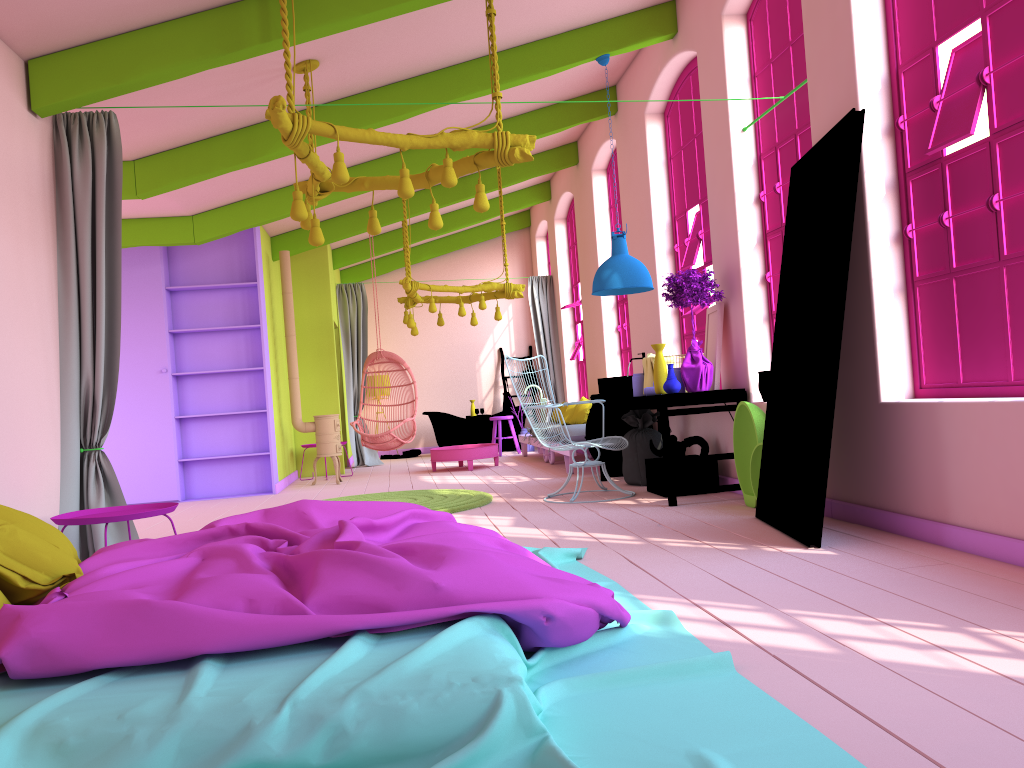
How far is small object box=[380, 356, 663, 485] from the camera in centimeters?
788cm

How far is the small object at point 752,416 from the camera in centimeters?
595cm

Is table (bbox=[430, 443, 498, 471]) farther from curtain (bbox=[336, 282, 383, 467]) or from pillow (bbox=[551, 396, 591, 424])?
curtain (bbox=[336, 282, 383, 467])

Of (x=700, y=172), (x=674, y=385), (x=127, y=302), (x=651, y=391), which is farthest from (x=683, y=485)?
(x=127, y=302)

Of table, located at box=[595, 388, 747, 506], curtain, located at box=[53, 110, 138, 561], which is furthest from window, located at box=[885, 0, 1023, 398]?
curtain, located at box=[53, 110, 138, 561]

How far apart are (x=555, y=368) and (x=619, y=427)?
5.1 meters

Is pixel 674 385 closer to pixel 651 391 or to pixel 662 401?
pixel 662 401

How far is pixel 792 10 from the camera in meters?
5.9

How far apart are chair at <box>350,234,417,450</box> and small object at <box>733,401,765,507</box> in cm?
584

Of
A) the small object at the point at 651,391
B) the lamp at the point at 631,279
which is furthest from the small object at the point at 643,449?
the lamp at the point at 631,279
